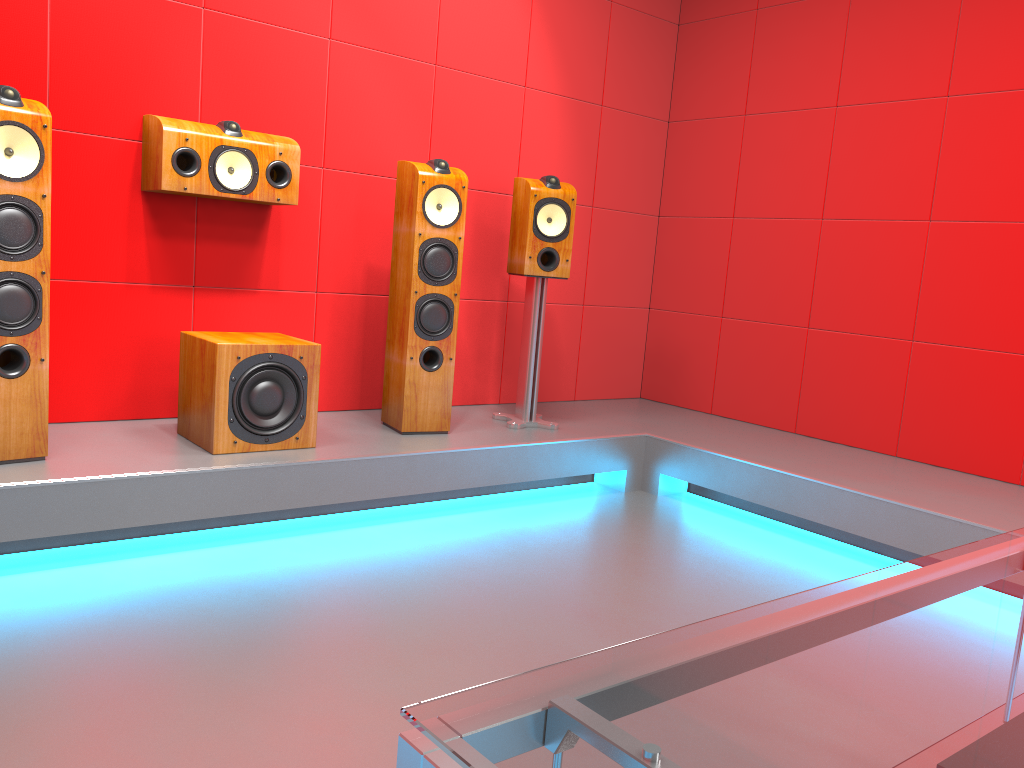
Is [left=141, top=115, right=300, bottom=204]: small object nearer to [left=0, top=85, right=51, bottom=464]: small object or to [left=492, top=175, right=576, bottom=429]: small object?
[left=0, top=85, right=51, bottom=464]: small object

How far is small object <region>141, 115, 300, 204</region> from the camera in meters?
3.0

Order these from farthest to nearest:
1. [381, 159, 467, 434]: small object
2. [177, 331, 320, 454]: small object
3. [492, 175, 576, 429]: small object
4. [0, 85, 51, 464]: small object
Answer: [492, 175, 576, 429]: small object < [381, 159, 467, 434]: small object < [177, 331, 320, 454]: small object < [0, 85, 51, 464]: small object

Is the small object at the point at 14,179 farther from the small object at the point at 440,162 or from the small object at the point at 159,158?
the small object at the point at 440,162

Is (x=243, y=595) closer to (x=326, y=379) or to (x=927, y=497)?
(x=326, y=379)

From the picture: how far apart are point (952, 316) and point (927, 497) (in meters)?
0.92

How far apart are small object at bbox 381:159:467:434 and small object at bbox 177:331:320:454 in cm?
43

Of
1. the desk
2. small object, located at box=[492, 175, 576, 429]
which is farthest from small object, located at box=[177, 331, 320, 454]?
the desk

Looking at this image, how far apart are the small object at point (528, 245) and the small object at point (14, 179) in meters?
1.8 m

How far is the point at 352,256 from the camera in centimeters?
371cm
